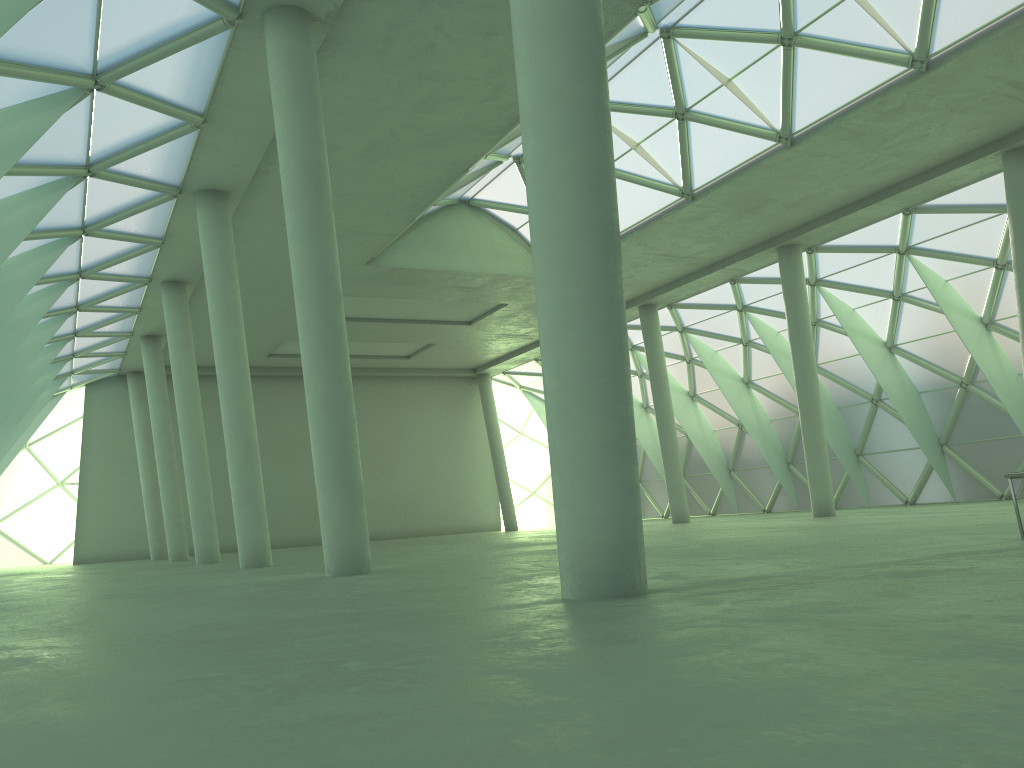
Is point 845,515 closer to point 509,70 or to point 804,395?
point 804,395
